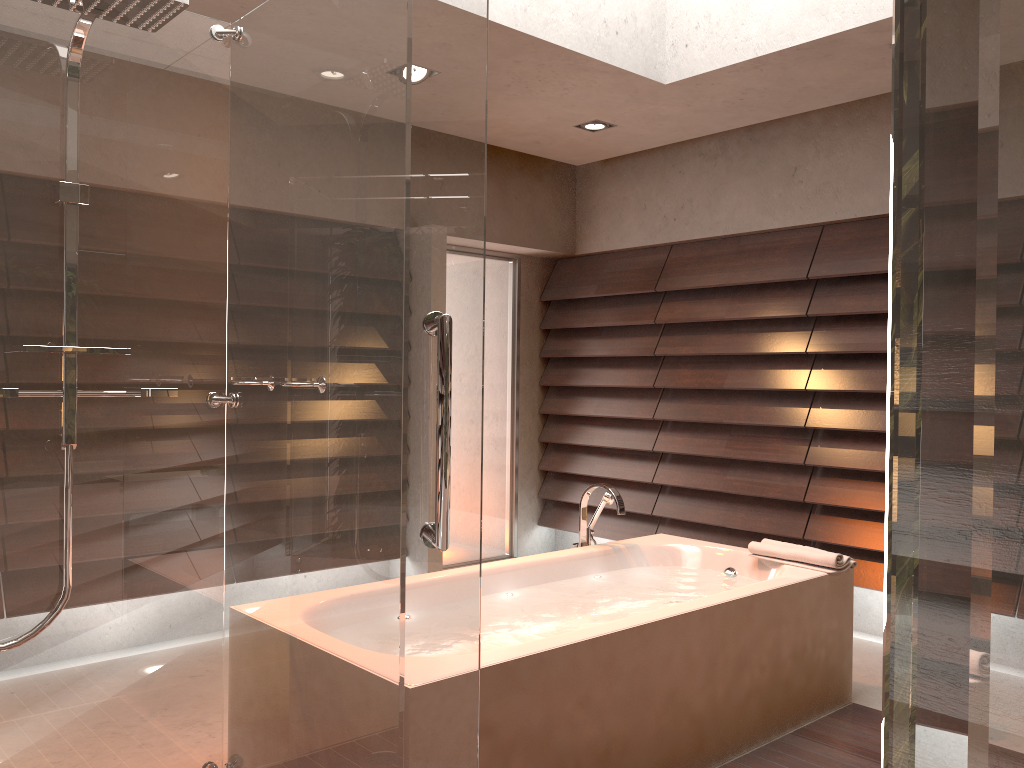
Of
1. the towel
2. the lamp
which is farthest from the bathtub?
the lamp

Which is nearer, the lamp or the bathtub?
the bathtub

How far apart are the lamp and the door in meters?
1.3 m

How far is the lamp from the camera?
4.57m

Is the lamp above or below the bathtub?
above

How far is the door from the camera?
5.7 meters

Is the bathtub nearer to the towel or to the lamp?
the towel

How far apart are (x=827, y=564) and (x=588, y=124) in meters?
2.5

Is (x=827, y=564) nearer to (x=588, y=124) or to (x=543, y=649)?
(x=543, y=649)

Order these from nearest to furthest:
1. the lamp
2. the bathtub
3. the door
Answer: the bathtub
the lamp
the door
